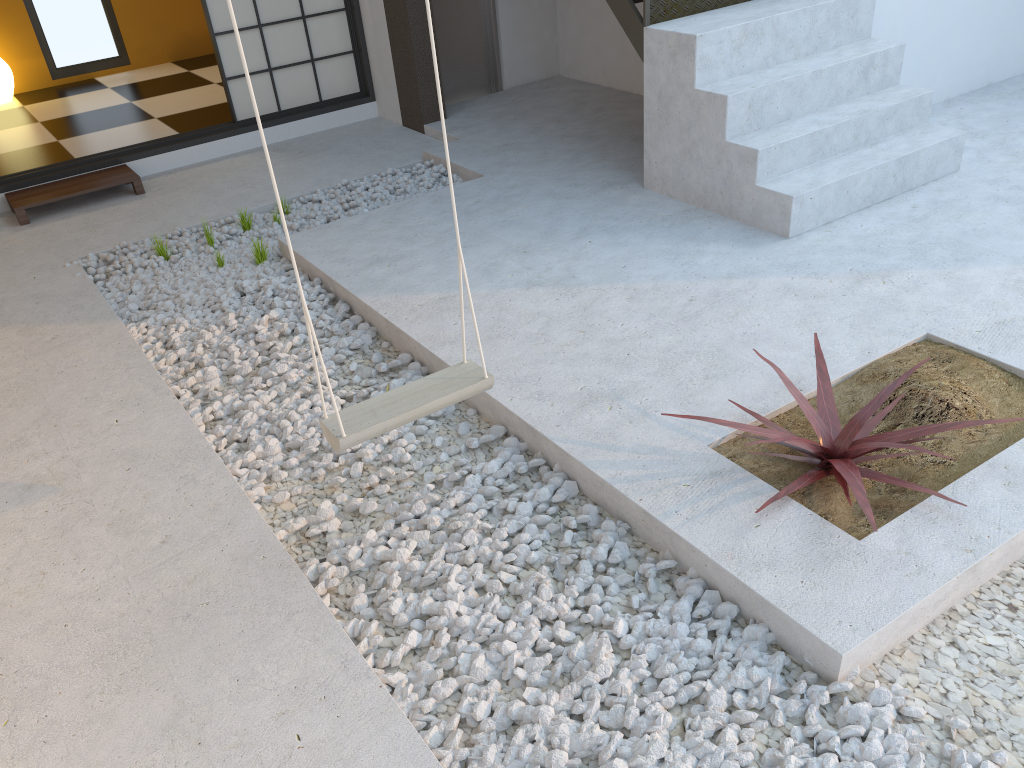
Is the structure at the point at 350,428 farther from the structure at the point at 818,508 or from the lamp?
the lamp

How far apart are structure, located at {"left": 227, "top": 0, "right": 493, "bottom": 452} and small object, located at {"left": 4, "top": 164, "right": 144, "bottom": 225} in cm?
371

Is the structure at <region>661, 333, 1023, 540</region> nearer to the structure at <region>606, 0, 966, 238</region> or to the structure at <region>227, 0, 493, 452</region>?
the structure at <region>227, 0, 493, 452</region>

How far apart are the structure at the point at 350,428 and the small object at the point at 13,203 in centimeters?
371cm

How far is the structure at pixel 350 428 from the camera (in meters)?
2.23

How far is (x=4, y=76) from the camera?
7.1m

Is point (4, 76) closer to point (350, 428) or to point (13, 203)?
point (13, 203)

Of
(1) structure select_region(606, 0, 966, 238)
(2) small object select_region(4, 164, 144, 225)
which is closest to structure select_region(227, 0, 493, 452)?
(1) structure select_region(606, 0, 966, 238)

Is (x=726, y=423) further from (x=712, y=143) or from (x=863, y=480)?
(x=712, y=143)

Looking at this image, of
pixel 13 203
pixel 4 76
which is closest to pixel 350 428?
pixel 13 203
